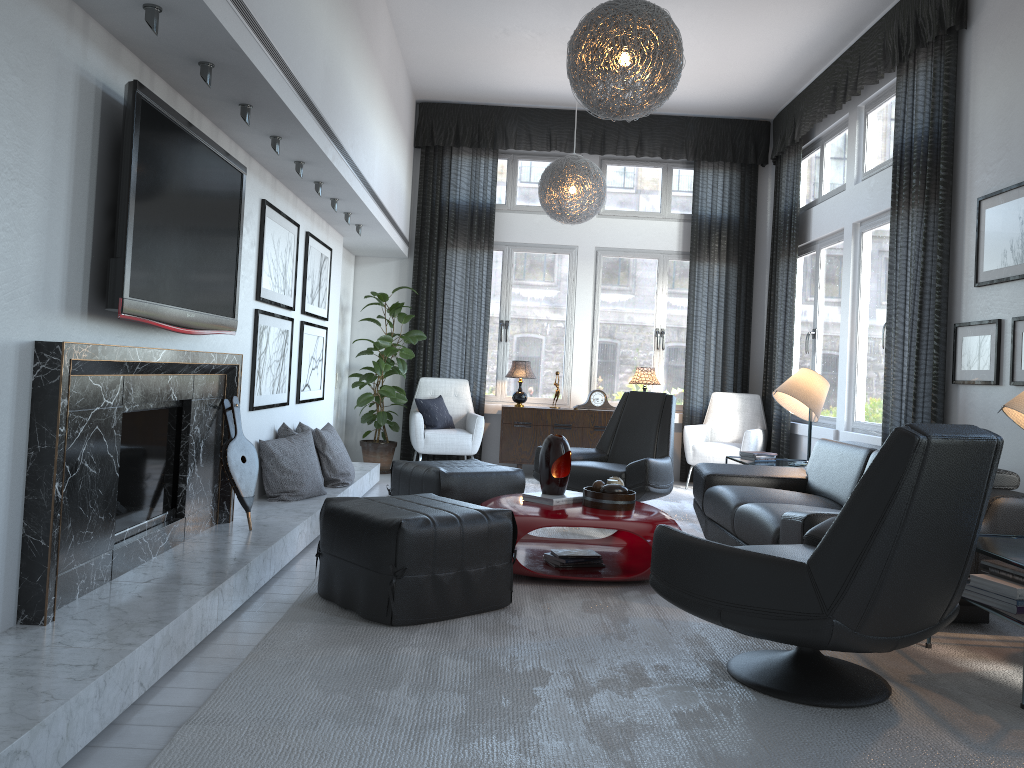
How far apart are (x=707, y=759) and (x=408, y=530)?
1.33m

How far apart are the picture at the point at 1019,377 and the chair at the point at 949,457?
1.7 meters

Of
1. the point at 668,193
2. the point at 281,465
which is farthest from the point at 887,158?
the point at 281,465

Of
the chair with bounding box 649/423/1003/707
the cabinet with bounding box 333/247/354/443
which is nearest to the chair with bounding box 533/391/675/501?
the chair with bounding box 649/423/1003/707

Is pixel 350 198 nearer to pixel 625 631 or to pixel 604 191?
pixel 604 191

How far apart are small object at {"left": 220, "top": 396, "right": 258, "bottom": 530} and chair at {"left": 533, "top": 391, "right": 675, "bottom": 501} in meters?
2.1 m

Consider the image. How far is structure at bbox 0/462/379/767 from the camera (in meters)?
1.87

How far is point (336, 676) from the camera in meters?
2.6

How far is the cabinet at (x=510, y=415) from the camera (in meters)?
7.56

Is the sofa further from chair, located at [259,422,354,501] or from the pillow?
the pillow
